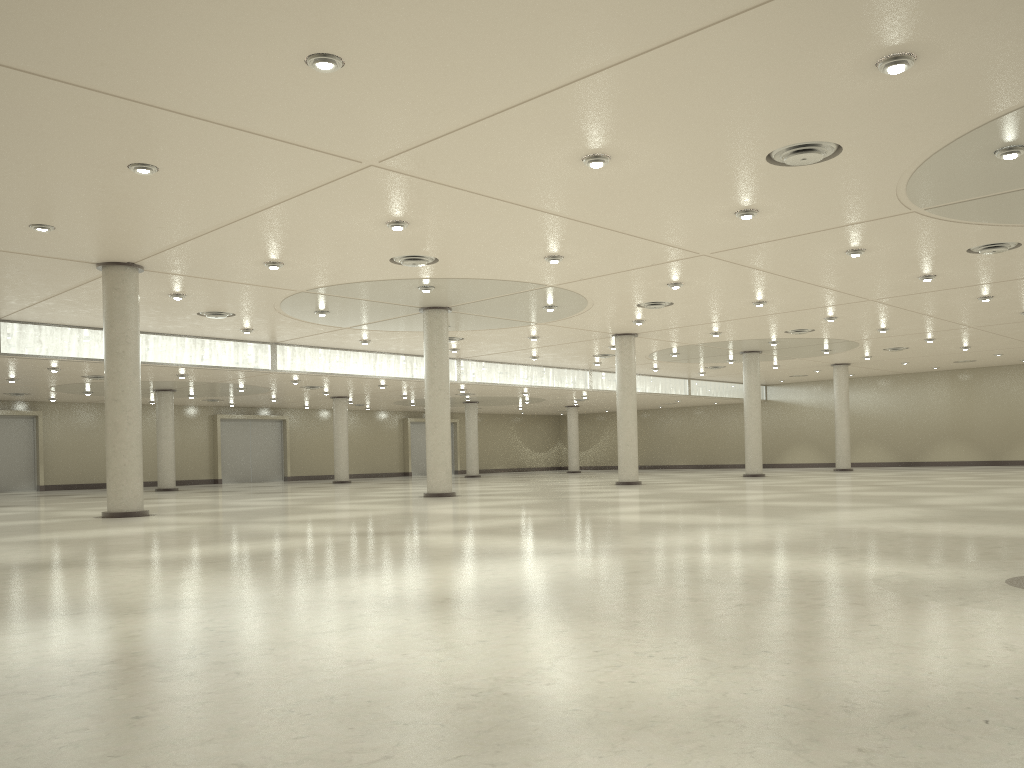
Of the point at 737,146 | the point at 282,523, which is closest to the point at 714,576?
the point at 737,146
